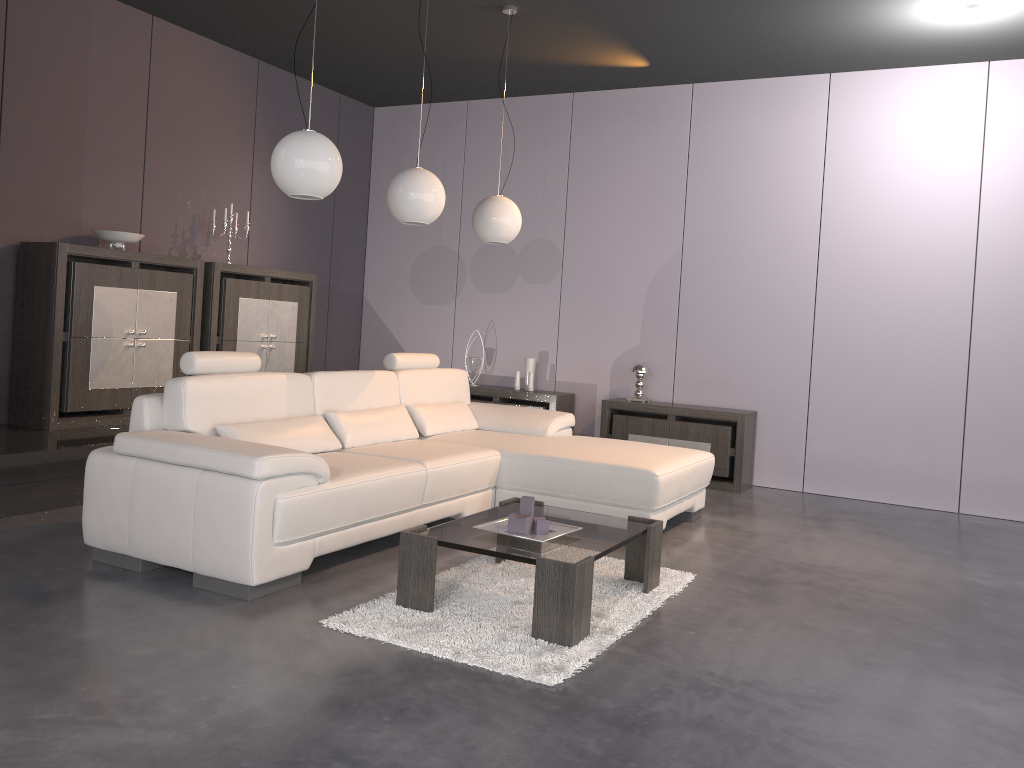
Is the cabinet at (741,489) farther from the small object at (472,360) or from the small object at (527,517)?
the small object at (527,517)

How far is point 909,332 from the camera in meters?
6.0 m

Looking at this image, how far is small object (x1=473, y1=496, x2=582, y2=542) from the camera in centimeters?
332cm

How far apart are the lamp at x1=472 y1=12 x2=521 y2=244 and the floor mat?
2.1m

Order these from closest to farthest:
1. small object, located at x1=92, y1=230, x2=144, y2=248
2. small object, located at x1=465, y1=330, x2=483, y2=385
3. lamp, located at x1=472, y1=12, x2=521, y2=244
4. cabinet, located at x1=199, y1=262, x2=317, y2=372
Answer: lamp, located at x1=472, y1=12, x2=521, y2=244
small object, located at x1=92, y1=230, x2=144, y2=248
cabinet, located at x1=199, y1=262, x2=317, y2=372
small object, located at x1=465, y1=330, x2=483, y2=385

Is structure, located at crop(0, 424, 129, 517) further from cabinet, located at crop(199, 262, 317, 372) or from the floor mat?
the floor mat

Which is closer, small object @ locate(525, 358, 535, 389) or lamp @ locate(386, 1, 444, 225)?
lamp @ locate(386, 1, 444, 225)

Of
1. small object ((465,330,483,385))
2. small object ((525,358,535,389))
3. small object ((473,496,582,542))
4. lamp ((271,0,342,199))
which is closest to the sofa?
small object ((473,496,582,542))

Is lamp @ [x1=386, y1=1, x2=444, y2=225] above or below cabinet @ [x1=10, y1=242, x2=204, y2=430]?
above

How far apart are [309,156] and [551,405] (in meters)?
3.53
